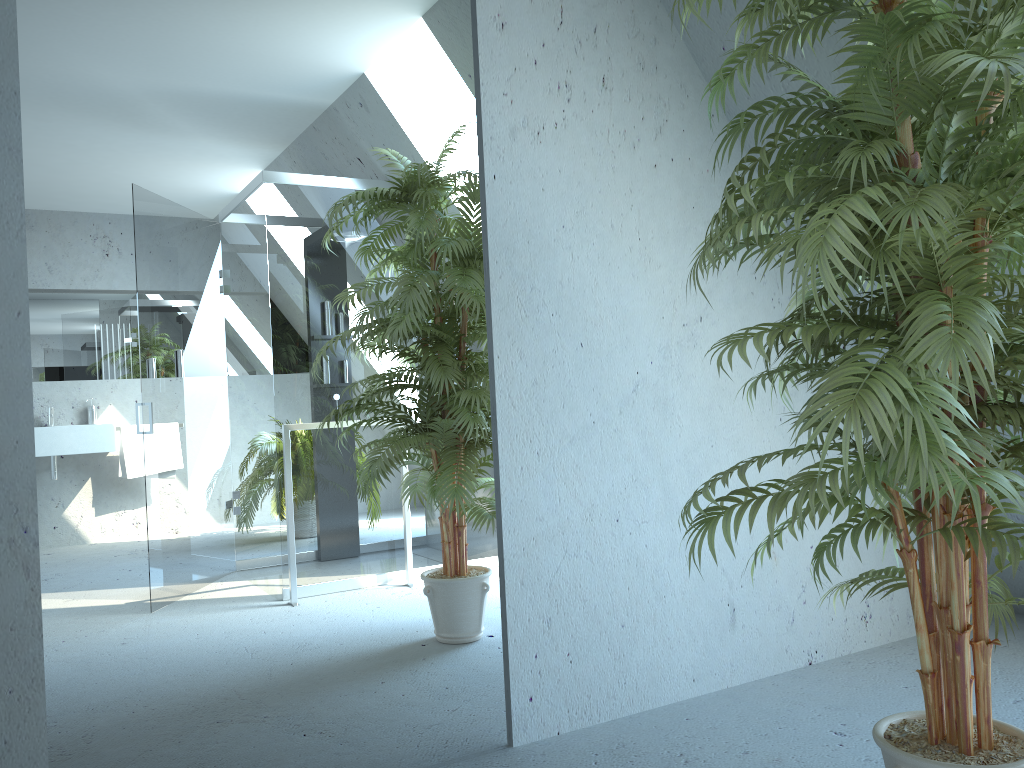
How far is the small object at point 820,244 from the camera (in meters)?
1.33

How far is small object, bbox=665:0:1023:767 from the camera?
1.3 meters

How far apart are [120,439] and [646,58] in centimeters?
185cm

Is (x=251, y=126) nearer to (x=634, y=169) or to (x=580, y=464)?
(x=634, y=169)

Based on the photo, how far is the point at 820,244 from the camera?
1.3m
